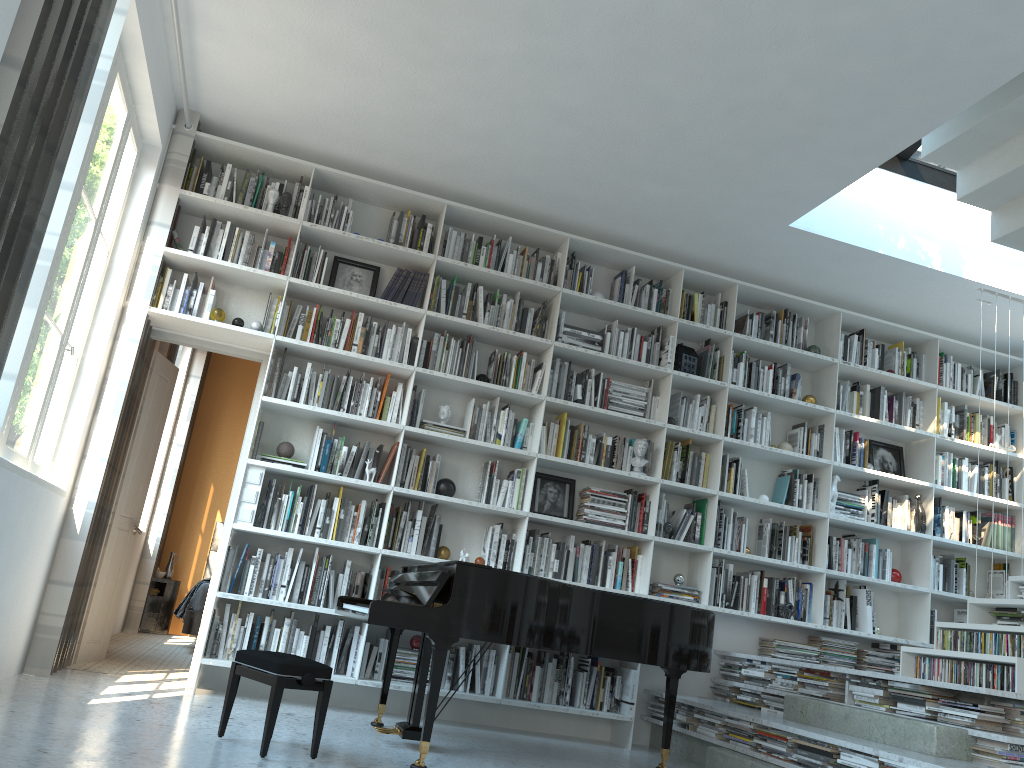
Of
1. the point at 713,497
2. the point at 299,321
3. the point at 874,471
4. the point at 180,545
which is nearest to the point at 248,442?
the point at 299,321

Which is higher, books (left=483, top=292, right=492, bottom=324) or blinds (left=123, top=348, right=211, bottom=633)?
books (left=483, top=292, right=492, bottom=324)

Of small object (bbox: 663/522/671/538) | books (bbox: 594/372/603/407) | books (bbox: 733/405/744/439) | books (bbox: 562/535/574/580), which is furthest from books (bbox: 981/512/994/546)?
books (bbox: 562/535/574/580)

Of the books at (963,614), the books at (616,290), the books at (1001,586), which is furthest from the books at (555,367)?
the books at (1001,586)

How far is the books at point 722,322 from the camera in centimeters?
616cm

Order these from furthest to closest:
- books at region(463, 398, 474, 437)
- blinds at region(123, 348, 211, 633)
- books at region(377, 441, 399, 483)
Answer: blinds at region(123, 348, 211, 633) < books at region(463, 398, 474, 437) < books at region(377, 441, 399, 483)

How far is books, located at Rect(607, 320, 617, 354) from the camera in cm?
595

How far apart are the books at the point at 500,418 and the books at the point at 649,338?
1.18m

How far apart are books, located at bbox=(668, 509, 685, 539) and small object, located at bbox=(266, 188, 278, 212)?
3.2 meters

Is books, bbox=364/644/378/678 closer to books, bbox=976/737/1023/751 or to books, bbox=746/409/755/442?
books, bbox=746/409/755/442
